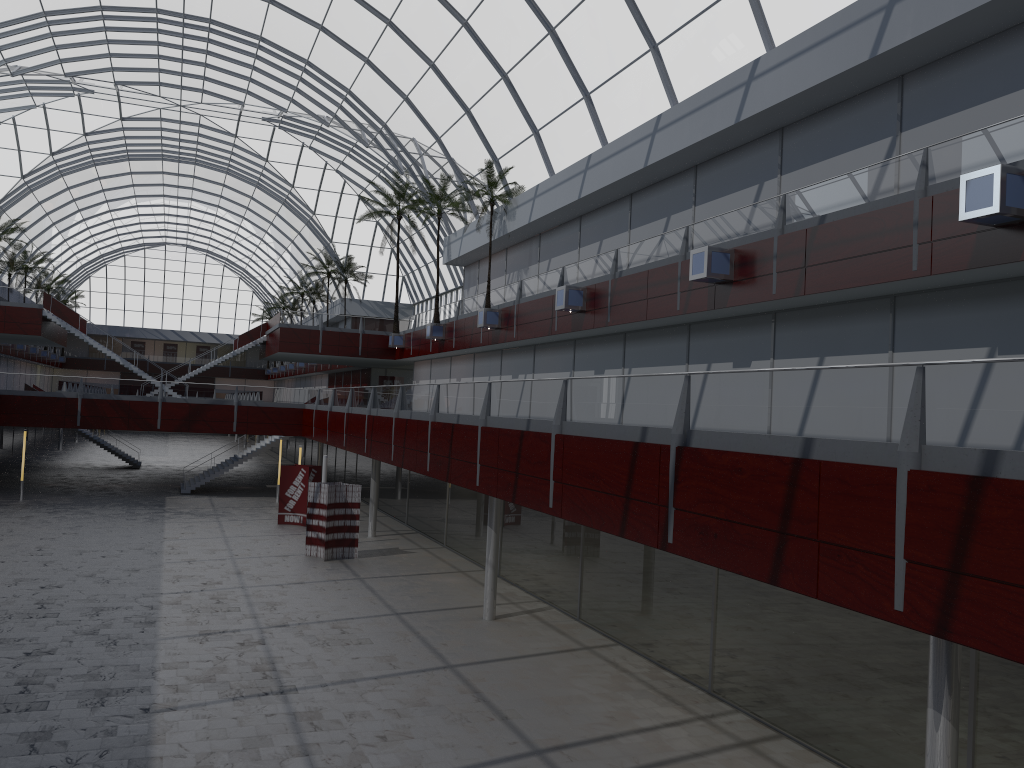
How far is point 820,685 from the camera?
18.18m
